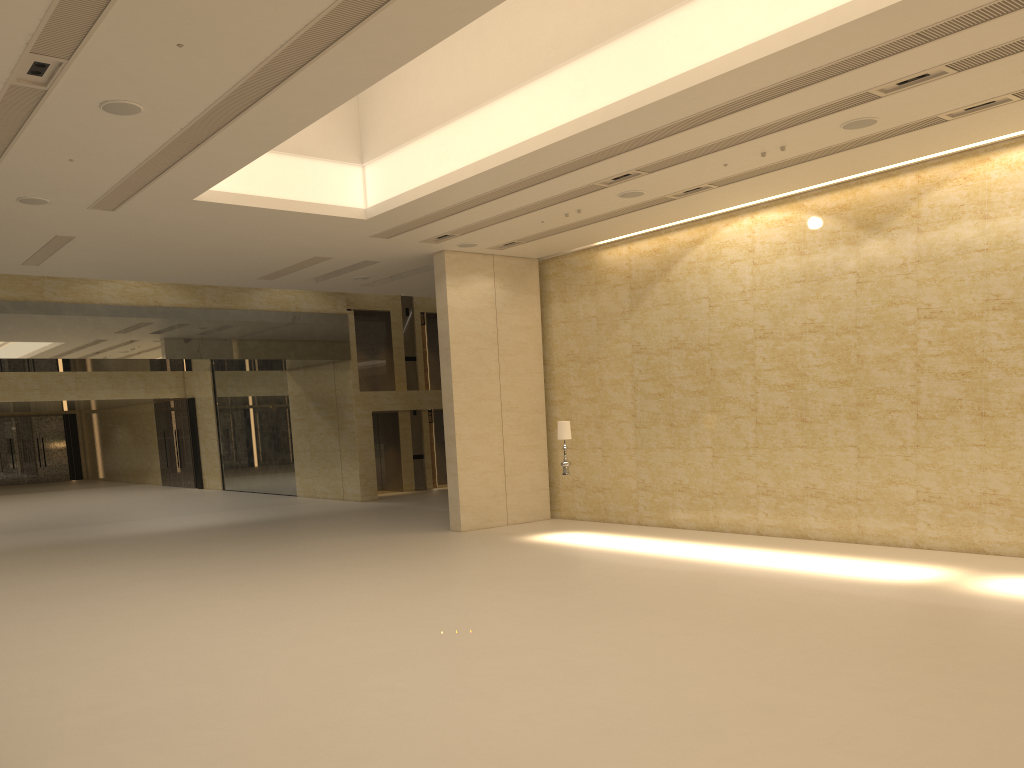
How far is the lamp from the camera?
16.9m

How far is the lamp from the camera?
16.94m

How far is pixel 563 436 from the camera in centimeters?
1694cm
